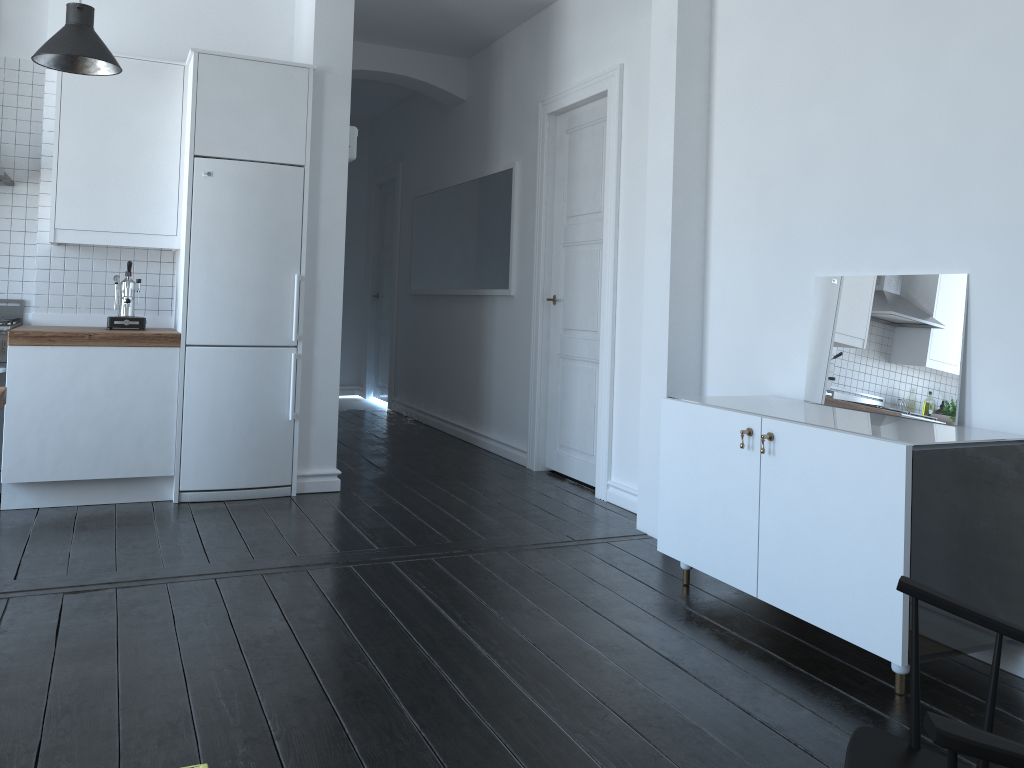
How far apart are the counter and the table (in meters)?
1.23

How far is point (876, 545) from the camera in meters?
2.6

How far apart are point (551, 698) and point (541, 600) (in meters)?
0.82

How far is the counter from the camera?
4.3 meters

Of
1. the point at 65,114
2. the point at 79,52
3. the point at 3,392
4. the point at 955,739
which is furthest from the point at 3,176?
the point at 955,739

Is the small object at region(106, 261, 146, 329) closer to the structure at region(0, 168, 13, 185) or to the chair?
the structure at region(0, 168, 13, 185)

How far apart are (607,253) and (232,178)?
A: 2.1m

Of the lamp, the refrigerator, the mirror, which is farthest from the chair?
the lamp

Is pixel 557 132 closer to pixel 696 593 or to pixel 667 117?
pixel 667 117

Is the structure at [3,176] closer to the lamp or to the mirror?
the lamp
